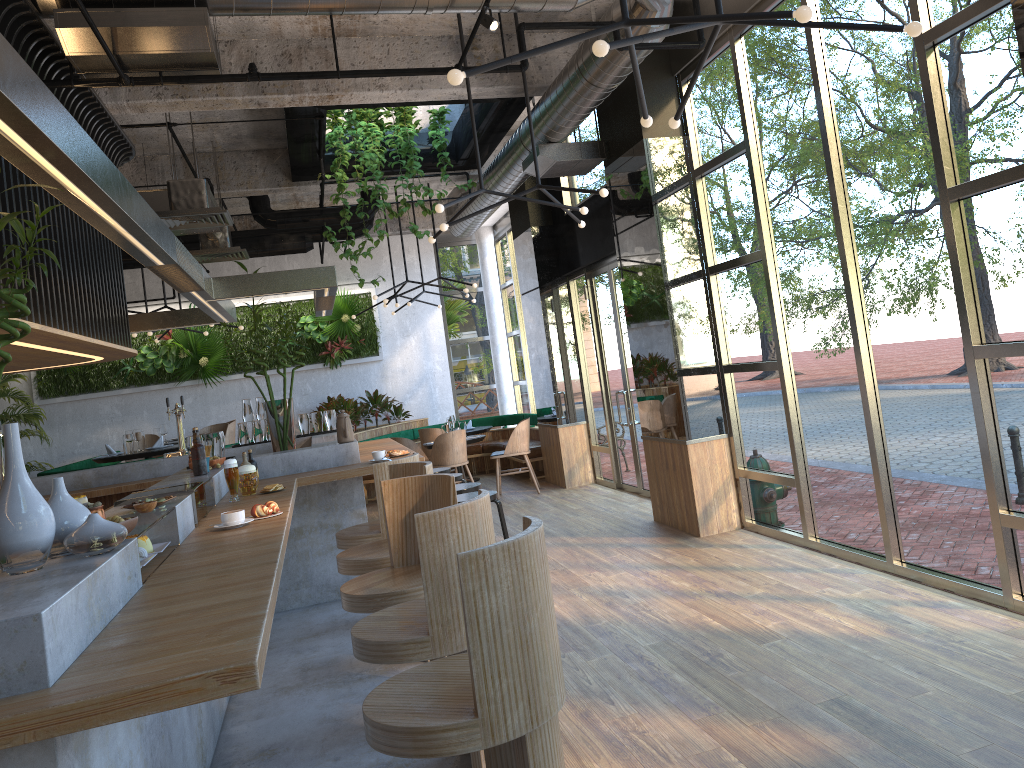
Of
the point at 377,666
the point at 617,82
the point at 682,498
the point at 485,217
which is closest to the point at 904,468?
the point at 682,498

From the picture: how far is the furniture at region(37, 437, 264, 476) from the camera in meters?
10.1 m

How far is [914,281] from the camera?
4.96m

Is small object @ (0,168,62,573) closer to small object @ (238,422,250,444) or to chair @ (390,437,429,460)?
small object @ (238,422,250,444)

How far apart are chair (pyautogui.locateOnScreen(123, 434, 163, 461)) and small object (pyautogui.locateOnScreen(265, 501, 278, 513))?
7.8 meters

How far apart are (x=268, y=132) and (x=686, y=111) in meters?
4.8

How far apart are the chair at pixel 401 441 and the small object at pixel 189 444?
5.15m

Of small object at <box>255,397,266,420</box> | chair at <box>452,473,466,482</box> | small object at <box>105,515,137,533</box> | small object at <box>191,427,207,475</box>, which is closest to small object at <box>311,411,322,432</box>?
small object at <box>255,397,266,420</box>

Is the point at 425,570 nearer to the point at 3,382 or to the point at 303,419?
the point at 303,419

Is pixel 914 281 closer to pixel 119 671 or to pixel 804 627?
pixel 804 627
